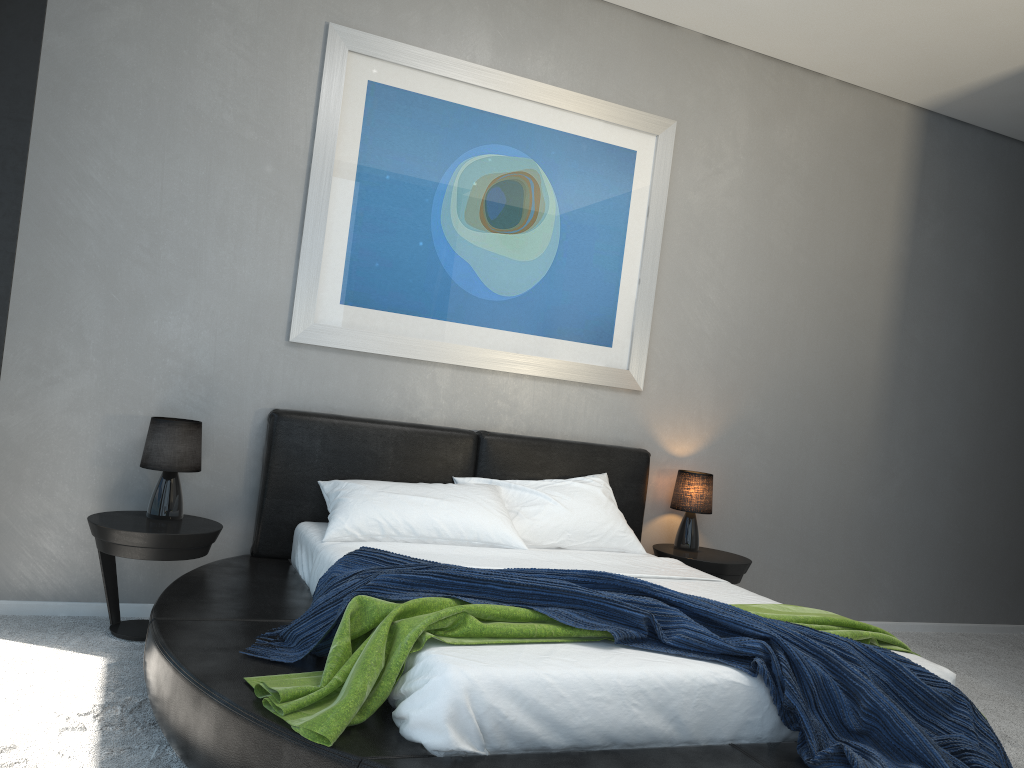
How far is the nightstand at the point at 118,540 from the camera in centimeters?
325cm

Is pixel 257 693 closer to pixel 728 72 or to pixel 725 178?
pixel 725 178

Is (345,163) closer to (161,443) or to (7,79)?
(7,79)

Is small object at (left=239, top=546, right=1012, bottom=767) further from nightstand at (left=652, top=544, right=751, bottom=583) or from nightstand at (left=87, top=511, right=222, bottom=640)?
nightstand at (left=652, top=544, right=751, bottom=583)

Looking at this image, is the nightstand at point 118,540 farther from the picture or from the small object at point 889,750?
the picture

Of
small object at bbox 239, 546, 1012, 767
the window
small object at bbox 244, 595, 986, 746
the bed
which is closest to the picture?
the bed

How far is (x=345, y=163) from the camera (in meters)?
3.93

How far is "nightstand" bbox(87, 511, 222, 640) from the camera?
3.2 meters

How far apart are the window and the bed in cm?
107

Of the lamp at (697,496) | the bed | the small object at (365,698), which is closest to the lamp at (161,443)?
the bed
